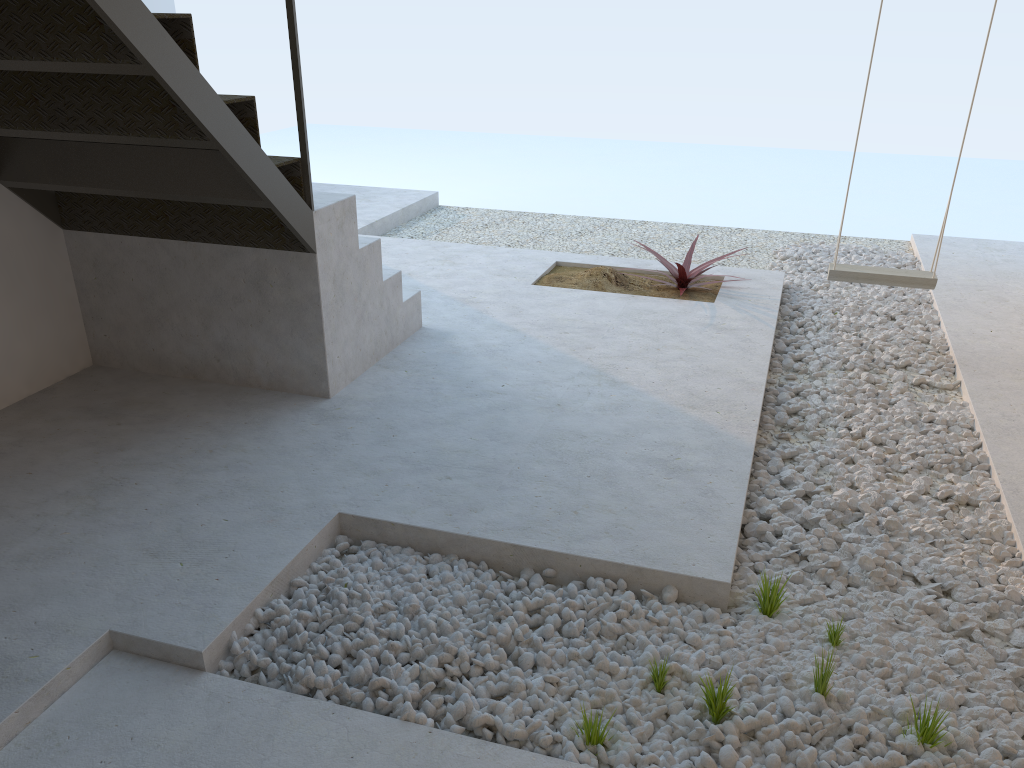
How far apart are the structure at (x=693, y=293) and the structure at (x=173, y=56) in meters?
→ 1.1

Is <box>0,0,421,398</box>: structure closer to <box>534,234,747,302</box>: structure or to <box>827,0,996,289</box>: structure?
<box>534,234,747,302</box>: structure

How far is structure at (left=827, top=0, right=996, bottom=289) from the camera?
4.0 meters

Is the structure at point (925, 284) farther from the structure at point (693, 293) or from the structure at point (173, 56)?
the structure at point (173, 56)

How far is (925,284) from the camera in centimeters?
402cm

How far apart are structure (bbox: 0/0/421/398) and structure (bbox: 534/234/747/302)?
1.1 meters

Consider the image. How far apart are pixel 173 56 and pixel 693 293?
3.2m

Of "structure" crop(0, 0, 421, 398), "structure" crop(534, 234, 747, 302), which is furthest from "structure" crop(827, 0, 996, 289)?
"structure" crop(0, 0, 421, 398)

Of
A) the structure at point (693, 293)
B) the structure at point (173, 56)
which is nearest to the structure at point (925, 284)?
the structure at point (693, 293)

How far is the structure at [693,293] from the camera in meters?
5.0
